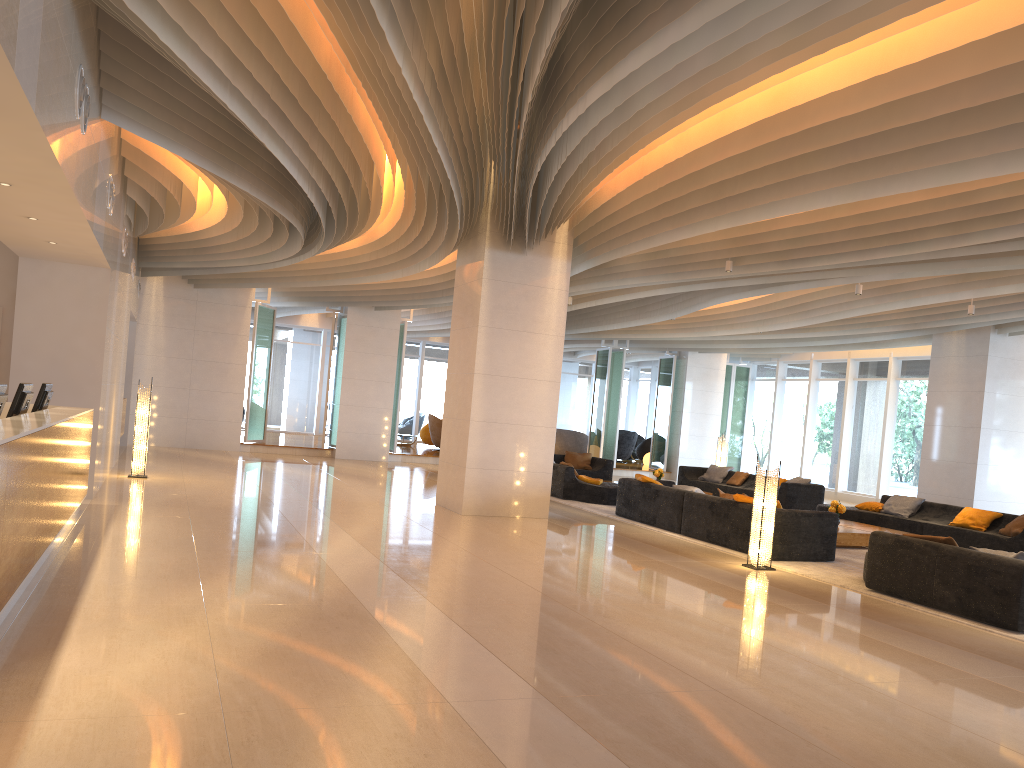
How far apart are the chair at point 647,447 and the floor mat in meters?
13.9 m

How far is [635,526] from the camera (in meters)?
12.18

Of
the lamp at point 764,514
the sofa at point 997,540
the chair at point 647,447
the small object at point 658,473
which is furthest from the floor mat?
the chair at point 647,447

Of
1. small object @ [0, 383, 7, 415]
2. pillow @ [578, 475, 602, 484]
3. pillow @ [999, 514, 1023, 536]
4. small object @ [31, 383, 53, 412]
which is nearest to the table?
pillow @ [999, 514, 1023, 536]

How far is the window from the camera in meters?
20.3 m

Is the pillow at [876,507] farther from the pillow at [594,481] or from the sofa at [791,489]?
the pillow at [594,481]

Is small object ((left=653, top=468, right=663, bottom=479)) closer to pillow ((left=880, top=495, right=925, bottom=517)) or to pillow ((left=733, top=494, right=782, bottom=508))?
pillow ((left=880, top=495, right=925, bottom=517))

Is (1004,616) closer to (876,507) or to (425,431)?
(876,507)

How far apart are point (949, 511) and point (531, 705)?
11.4m

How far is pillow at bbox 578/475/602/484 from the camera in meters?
15.2 m
